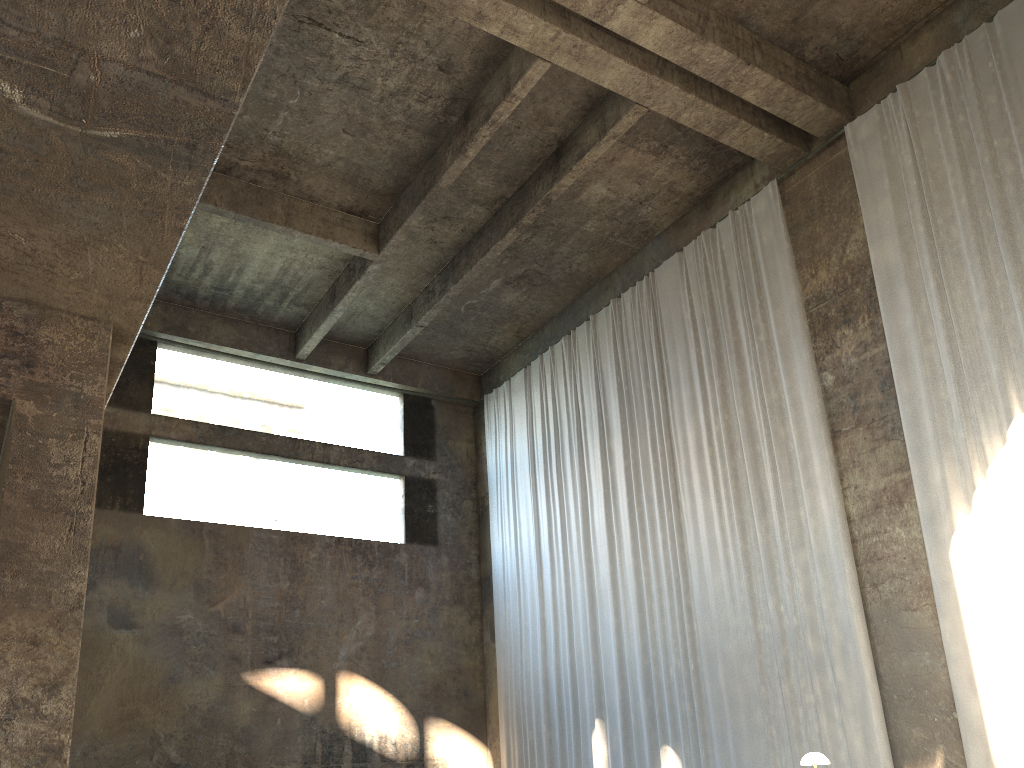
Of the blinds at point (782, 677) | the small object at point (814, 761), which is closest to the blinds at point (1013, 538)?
the blinds at point (782, 677)

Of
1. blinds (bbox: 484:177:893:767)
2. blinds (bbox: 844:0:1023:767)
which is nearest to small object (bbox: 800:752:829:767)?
blinds (bbox: 844:0:1023:767)

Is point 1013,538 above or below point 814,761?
above

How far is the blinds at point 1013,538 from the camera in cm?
840

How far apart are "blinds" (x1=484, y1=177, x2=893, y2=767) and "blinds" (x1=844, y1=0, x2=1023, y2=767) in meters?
0.9 m

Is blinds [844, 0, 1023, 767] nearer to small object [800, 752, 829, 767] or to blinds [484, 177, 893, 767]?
blinds [484, 177, 893, 767]

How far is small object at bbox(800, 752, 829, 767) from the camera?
7.1m

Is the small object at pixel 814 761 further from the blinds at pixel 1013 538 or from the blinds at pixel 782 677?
the blinds at pixel 782 677

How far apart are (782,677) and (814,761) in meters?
3.2

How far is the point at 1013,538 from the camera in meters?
8.4 m
